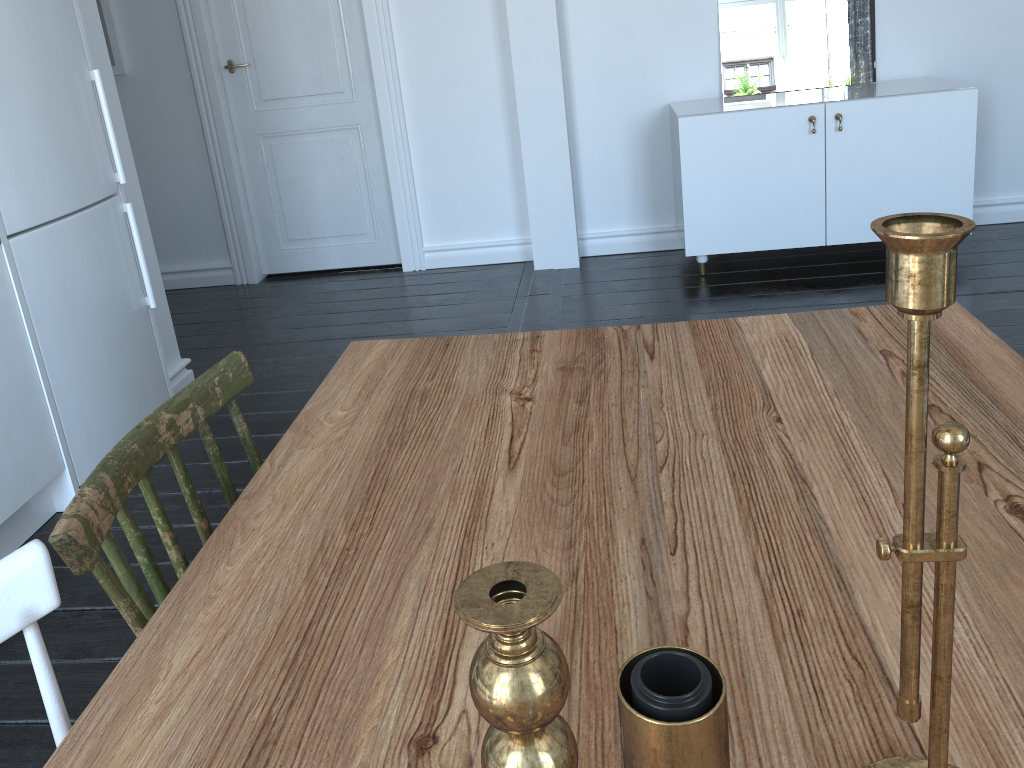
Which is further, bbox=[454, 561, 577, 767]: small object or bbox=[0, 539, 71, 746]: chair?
bbox=[0, 539, 71, 746]: chair

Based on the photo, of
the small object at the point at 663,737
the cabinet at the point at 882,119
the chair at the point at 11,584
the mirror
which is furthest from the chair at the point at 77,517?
the mirror

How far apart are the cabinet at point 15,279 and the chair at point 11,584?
A: 1.8 meters

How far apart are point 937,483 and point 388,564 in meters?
0.6

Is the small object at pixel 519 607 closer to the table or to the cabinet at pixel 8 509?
the table

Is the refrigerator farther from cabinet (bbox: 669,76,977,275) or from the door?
cabinet (bbox: 669,76,977,275)

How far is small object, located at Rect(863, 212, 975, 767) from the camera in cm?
43

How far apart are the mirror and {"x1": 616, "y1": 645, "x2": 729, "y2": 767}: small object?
4.1m

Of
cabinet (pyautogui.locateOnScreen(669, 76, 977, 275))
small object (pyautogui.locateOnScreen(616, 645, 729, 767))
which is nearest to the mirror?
cabinet (pyautogui.locateOnScreen(669, 76, 977, 275))

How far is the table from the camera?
0.72m
